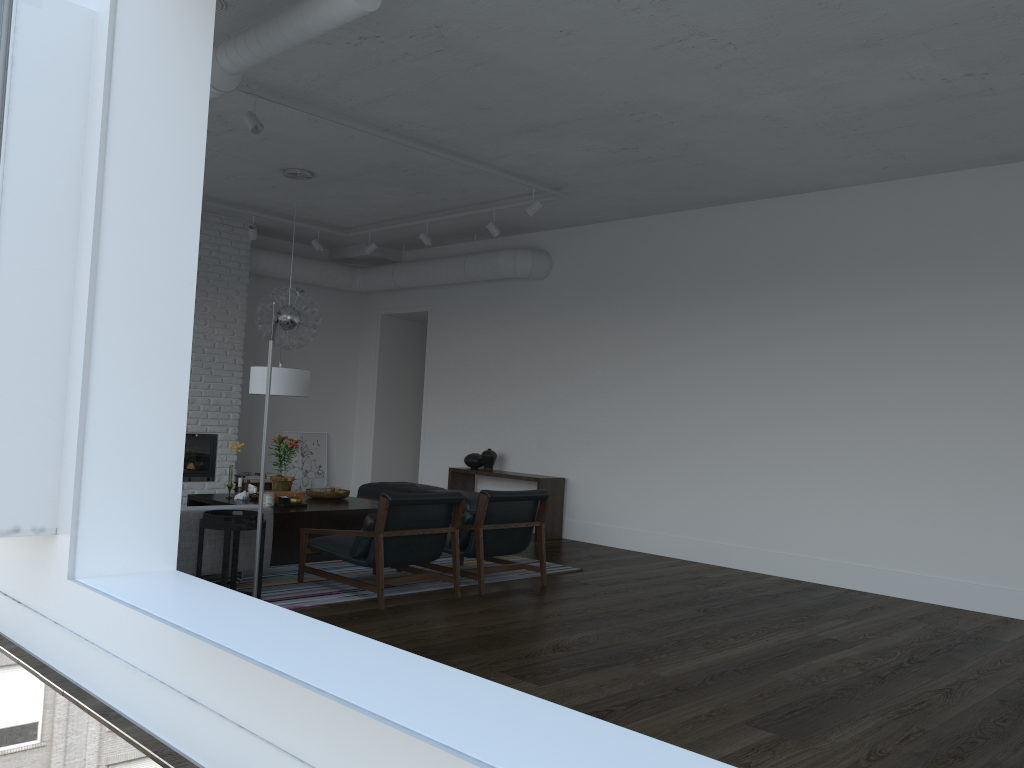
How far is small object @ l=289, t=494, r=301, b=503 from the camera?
7.0m

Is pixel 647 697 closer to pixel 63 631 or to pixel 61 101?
pixel 63 631

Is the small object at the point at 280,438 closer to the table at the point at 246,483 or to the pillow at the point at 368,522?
the pillow at the point at 368,522

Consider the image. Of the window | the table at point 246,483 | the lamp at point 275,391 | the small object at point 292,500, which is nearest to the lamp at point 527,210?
the lamp at point 275,391

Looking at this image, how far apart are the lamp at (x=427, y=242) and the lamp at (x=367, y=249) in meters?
0.9

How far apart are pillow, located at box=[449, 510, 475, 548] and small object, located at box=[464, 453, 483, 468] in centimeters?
347cm

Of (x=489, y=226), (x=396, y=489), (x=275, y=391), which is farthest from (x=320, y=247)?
(x=275, y=391)

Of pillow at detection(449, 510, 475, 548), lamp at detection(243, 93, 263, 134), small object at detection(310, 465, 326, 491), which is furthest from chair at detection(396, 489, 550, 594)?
lamp at detection(243, 93, 263, 134)

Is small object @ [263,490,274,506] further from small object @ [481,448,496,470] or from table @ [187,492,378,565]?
small object @ [481,448,496,470]

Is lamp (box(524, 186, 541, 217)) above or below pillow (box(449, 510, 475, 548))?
above
